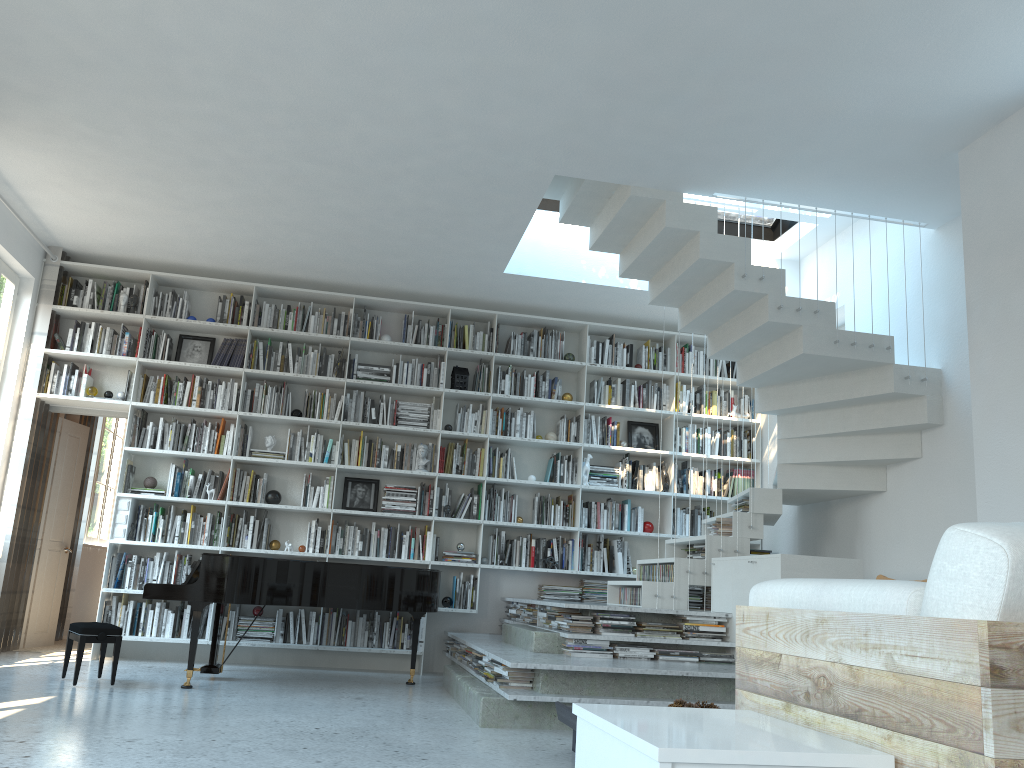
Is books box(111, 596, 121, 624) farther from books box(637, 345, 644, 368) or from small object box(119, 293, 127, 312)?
books box(637, 345, 644, 368)

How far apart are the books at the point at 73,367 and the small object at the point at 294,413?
1.8 meters

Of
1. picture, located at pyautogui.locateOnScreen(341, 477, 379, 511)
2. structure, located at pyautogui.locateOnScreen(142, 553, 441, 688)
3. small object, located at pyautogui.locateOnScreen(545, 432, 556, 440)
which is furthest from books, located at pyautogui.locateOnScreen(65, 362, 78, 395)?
small object, located at pyautogui.locateOnScreen(545, 432, 556, 440)

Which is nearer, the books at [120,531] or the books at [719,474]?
the books at [120,531]

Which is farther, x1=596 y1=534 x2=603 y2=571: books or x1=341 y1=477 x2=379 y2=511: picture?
x1=596 y1=534 x2=603 y2=571: books

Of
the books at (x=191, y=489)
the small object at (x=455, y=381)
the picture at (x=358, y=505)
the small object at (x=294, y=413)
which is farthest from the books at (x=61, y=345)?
the small object at (x=455, y=381)

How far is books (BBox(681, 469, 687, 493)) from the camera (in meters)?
8.06

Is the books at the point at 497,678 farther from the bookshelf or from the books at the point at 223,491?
the books at the point at 223,491

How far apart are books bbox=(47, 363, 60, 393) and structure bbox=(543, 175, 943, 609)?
4.2m

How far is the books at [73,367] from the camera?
7.3m
